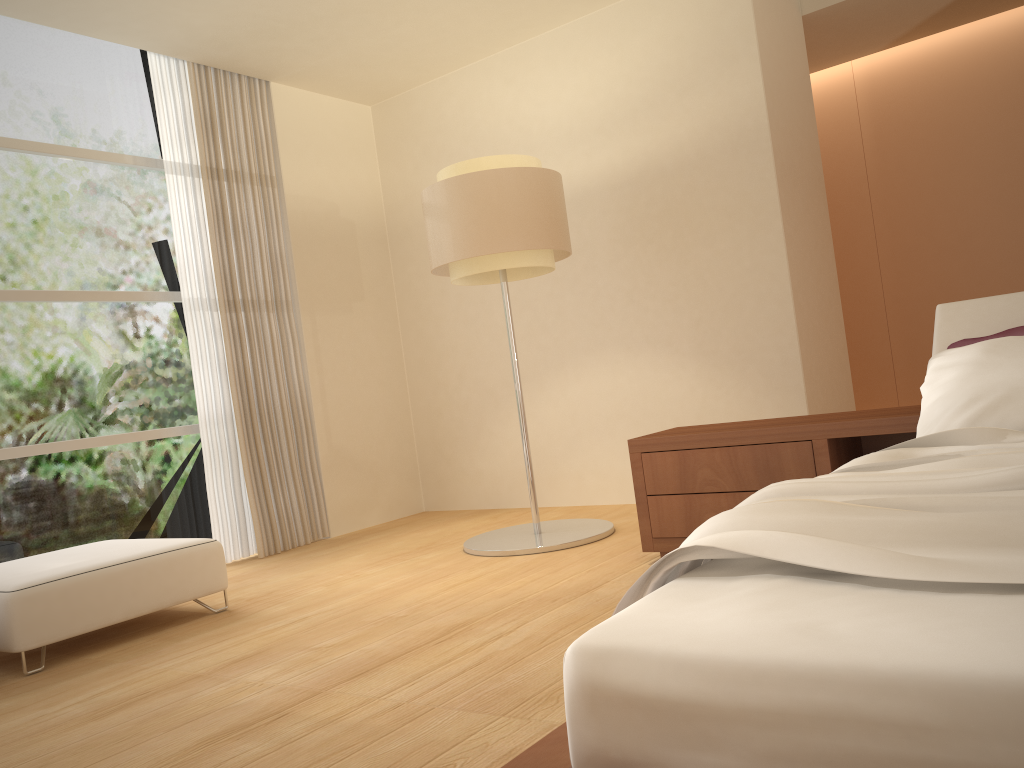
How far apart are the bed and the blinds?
4.0 meters

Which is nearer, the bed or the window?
the bed

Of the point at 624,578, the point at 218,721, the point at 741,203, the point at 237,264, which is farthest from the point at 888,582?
the point at 237,264

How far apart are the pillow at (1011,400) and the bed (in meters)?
0.07

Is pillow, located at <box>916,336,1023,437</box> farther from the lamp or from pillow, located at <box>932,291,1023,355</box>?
the lamp

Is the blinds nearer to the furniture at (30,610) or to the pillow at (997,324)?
the furniture at (30,610)

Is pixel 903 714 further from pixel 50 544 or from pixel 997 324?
pixel 50 544

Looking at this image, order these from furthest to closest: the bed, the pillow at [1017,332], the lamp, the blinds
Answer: the blinds → the lamp → the pillow at [1017,332] → the bed

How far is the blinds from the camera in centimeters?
545cm

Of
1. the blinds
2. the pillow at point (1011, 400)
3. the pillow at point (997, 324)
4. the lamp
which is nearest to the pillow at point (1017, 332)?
the pillow at point (997, 324)
